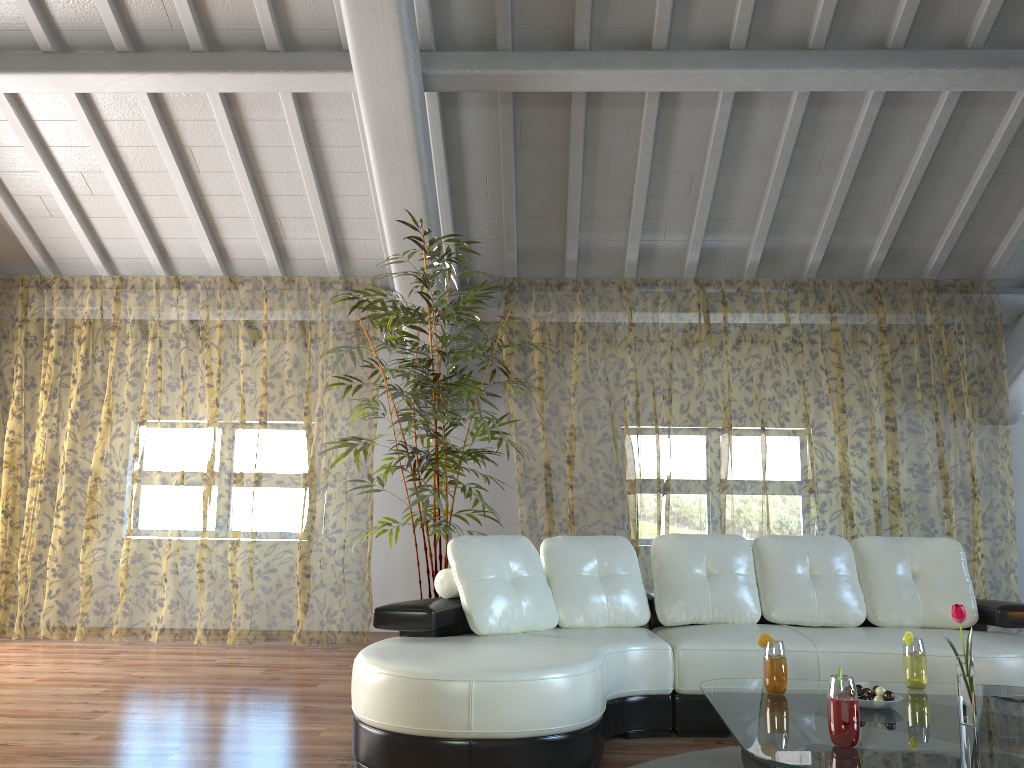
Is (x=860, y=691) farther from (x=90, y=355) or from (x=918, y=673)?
(x=90, y=355)

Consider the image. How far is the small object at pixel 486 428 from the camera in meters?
4.7 m

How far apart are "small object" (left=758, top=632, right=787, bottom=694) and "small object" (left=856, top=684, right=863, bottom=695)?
0.2m

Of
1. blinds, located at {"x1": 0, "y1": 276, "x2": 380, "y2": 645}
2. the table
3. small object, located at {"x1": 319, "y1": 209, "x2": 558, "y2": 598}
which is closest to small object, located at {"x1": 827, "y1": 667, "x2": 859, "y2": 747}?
the table

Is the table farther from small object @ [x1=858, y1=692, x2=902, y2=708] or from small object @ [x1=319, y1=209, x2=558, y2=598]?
small object @ [x1=319, y1=209, x2=558, y2=598]

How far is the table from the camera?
2.1m

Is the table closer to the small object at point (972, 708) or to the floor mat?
the small object at point (972, 708)

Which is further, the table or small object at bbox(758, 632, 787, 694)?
small object at bbox(758, 632, 787, 694)

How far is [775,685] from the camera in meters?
2.8

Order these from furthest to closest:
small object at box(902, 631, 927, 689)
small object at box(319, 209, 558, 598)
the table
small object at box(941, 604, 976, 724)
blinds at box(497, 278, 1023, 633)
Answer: blinds at box(497, 278, 1023, 633) < small object at box(319, 209, 558, 598) < small object at box(902, 631, 927, 689) < small object at box(941, 604, 976, 724) < the table
